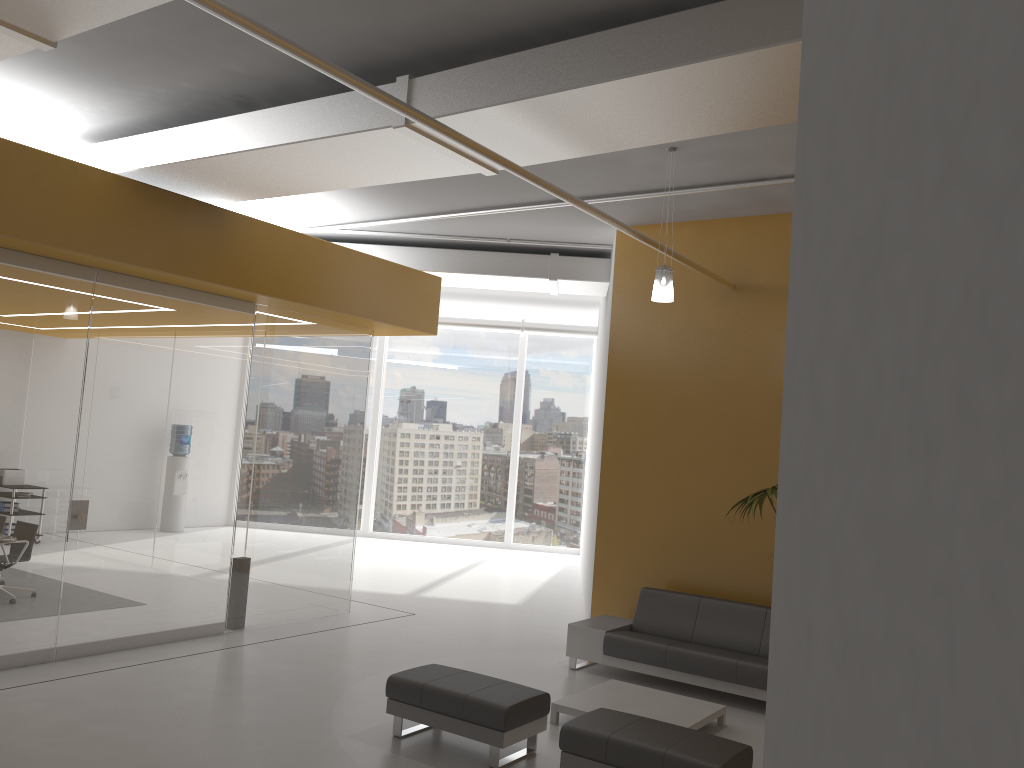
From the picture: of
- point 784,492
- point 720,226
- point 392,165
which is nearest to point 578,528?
point 720,226

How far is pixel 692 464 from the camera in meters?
8.9

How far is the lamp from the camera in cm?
691

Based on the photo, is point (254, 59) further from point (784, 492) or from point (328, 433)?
point (784, 492)

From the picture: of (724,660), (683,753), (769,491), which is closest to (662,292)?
(769,491)

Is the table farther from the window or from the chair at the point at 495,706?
the window

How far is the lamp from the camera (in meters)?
6.91

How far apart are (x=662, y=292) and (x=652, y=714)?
3.2 meters

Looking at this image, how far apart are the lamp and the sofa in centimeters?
304cm

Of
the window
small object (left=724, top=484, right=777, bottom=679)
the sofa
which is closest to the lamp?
small object (left=724, top=484, right=777, bottom=679)
